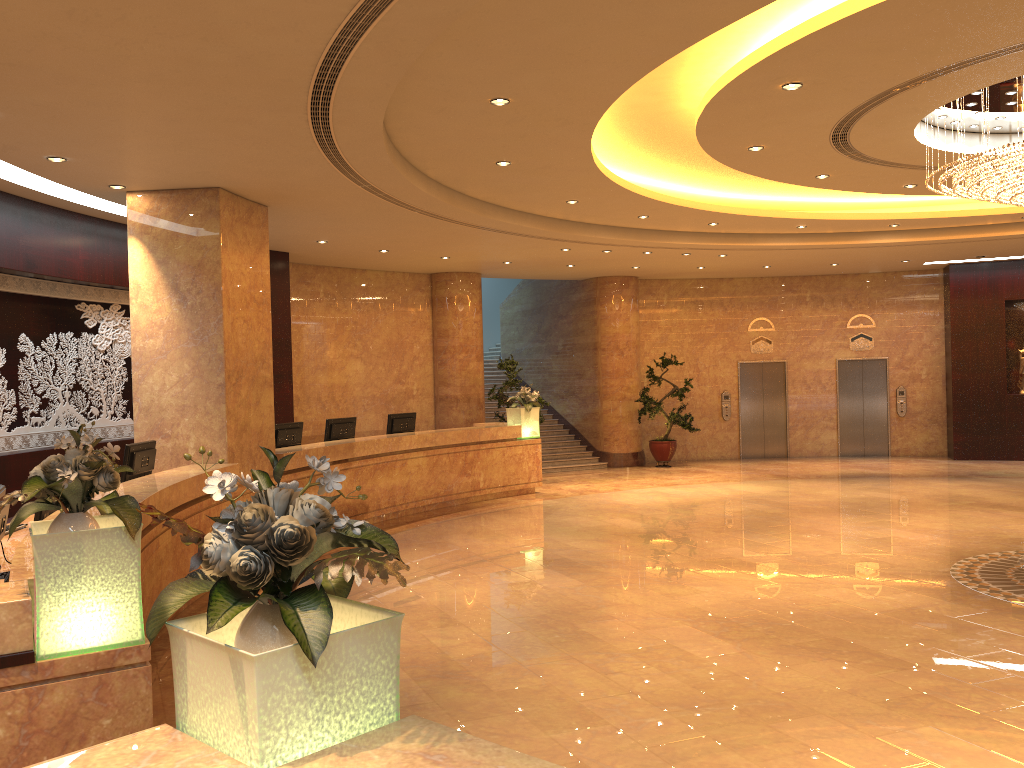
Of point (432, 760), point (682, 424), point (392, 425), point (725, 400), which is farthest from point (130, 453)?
point (725, 400)

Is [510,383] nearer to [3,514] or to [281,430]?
[281,430]

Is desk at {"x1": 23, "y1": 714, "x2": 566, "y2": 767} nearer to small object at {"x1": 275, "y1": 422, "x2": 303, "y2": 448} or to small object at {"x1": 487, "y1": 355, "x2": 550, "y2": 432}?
small object at {"x1": 275, "y1": 422, "x2": 303, "y2": 448}

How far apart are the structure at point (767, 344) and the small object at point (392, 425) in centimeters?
907cm

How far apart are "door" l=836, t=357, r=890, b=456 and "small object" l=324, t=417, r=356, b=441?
11.6m

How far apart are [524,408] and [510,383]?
1.52m

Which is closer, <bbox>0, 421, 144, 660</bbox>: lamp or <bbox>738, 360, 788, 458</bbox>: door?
<bbox>0, 421, 144, 660</bbox>: lamp

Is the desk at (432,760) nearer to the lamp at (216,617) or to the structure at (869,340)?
the lamp at (216,617)

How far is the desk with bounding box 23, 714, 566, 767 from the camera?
A: 1.90m

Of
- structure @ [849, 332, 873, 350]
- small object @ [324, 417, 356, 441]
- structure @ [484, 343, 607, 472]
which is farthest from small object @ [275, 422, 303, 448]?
structure @ [849, 332, 873, 350]
